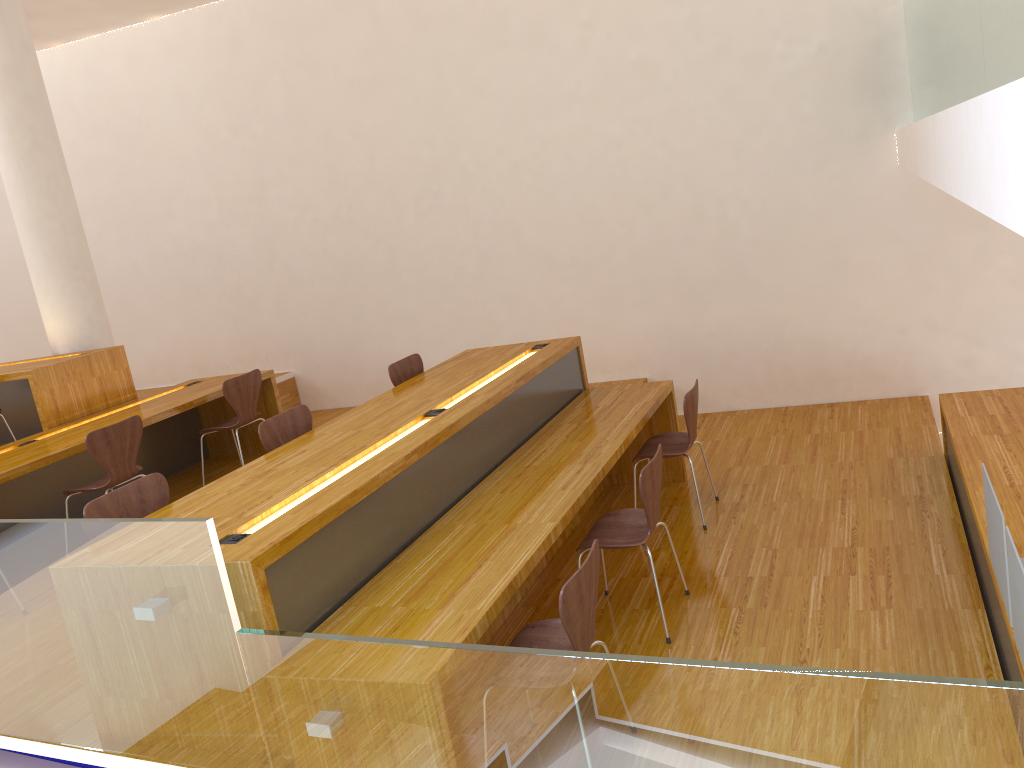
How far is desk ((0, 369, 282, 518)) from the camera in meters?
4.8 m

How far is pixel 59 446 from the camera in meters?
4.8

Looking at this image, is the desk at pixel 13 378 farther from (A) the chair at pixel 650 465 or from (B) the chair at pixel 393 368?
(A) the chair at pixel 650 465

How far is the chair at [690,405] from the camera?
4.4 meters

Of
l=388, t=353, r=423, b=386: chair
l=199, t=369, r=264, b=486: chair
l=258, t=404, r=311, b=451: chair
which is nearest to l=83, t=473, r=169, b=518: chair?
l=258, t=404, r=311, b=451: chair

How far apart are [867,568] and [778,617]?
0.5m

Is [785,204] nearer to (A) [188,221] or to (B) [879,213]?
(B) [879,213]

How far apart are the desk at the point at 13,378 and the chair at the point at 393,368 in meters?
2.3

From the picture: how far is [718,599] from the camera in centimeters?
369cm

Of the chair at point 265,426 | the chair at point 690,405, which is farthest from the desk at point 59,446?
the chair at point 690,405
